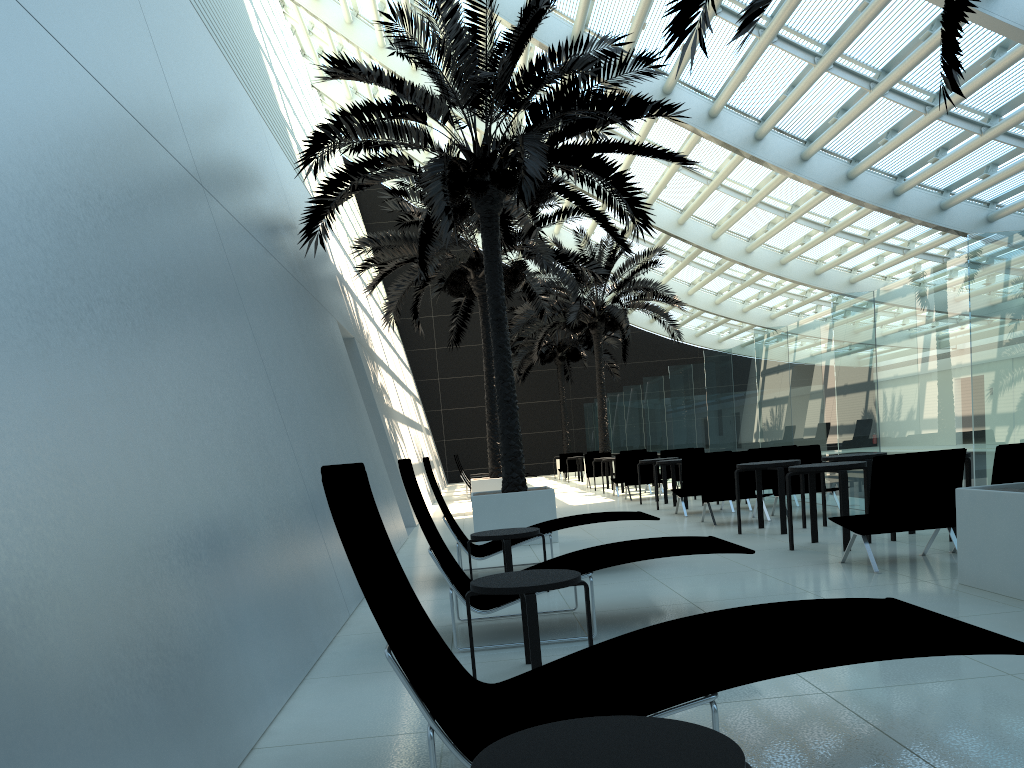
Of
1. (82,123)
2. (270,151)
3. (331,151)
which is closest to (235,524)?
(82,123)

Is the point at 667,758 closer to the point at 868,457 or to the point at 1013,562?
the point at 1013,562

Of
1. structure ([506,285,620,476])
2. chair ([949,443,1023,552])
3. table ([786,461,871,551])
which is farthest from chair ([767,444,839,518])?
structure ([506,285,620,476])

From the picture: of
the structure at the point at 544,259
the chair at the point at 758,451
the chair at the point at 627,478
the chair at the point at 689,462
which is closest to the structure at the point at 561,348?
the structure at the point at 544,259

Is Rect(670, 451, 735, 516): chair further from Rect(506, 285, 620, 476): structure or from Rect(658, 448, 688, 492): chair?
Rect(506, 285, 620, 476): structure

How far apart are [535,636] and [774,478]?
8.1 meters

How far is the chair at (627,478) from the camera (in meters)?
16.93

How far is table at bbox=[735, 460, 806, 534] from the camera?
9.28m

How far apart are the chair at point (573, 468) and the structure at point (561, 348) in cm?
414

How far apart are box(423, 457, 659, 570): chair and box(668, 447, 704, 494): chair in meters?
9.1
